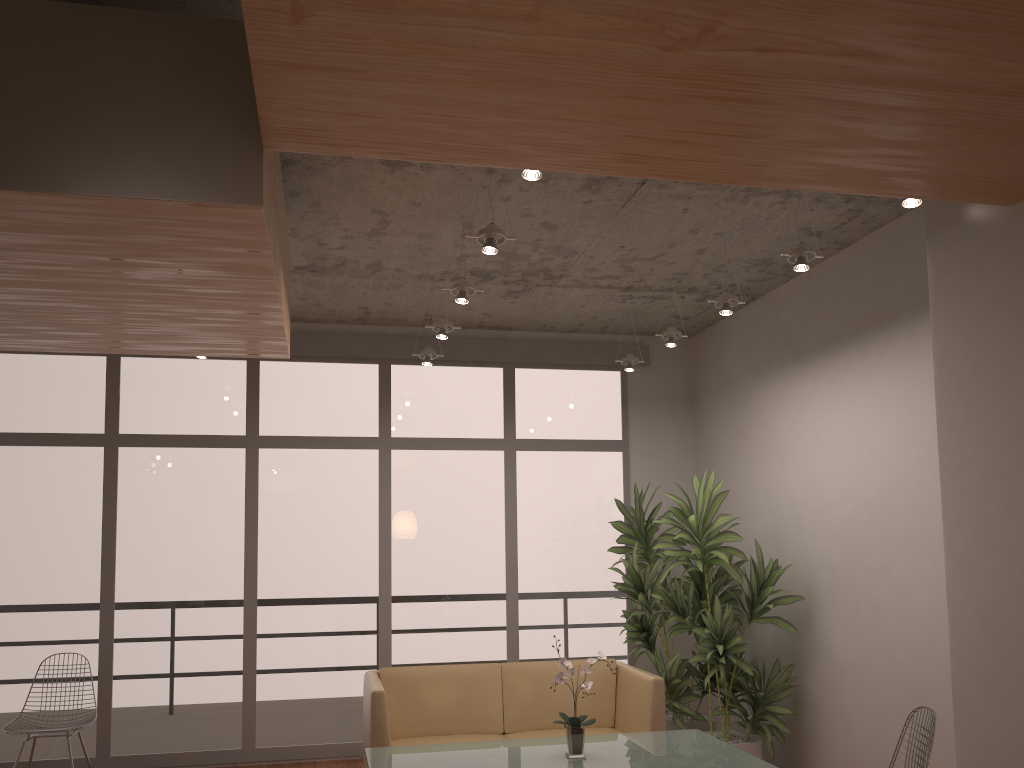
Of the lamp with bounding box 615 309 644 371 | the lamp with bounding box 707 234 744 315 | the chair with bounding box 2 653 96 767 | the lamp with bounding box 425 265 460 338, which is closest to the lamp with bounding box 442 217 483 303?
the lamp with bounding box 425 265 460 338

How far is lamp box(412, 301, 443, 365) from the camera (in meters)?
6.35

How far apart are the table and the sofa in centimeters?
46cm

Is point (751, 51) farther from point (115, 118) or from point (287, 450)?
point (287, 450)

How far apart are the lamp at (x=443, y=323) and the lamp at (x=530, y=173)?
2.4 meters

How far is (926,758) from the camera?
3.5m

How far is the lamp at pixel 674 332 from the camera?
5.88m

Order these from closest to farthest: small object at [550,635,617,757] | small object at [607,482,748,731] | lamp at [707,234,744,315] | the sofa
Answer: small object at [550,635,617,757]
lamp at [707,234,744,315]
the sofa
small object at [607,482,748,731]

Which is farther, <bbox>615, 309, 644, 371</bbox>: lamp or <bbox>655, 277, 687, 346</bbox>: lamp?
<bbox>615, 309, 644, 371</bbox>: lamp

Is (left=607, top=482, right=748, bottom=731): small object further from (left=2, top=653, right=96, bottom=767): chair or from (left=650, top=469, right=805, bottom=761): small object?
(left=2, top=653, right=96, bottom=767): chair
